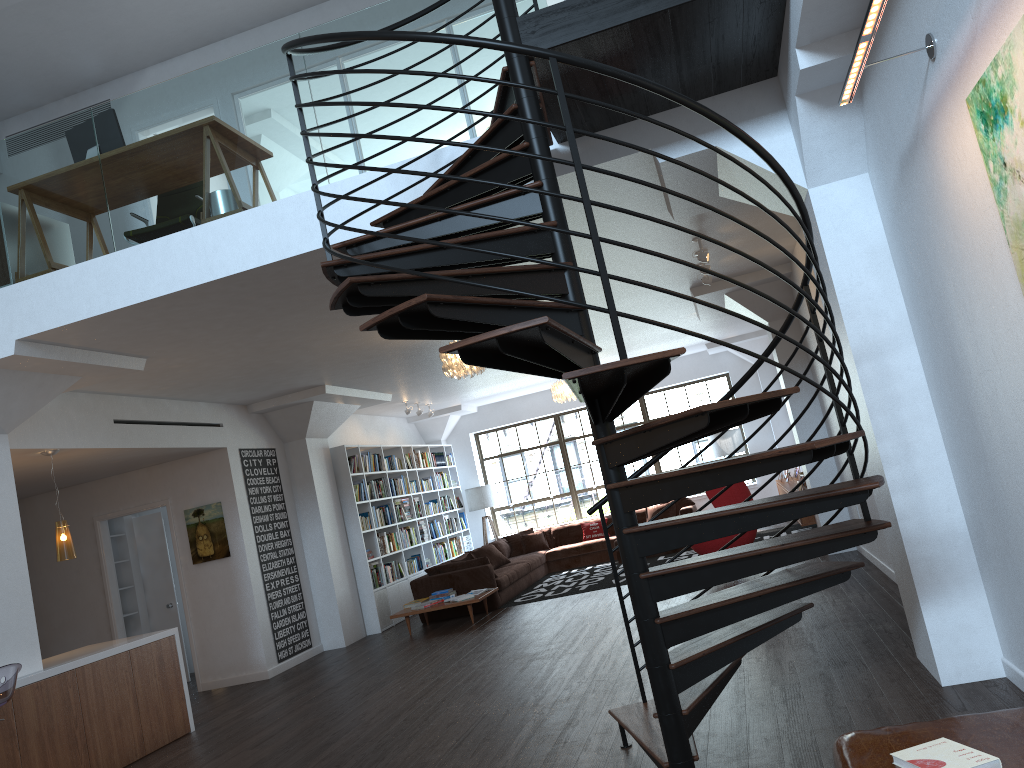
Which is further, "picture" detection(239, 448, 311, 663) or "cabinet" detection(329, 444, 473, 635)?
"cabinet" detection(329, 444, 473, 635)

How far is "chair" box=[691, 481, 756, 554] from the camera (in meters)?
9.48

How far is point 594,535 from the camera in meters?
14.2 m

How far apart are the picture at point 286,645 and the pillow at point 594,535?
5.3m

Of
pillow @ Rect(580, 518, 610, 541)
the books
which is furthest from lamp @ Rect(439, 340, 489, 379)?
pillow @ Rect(580, 518, 610, 541)

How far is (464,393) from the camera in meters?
13.7

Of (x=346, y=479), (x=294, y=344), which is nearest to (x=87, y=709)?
(x=294, y=344)

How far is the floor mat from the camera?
11.1 meters

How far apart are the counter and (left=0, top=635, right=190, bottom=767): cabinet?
0.04m

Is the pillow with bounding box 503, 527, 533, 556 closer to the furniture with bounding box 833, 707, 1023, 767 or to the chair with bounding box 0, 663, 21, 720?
the chair with bounding box 0, 663, 21, 720
